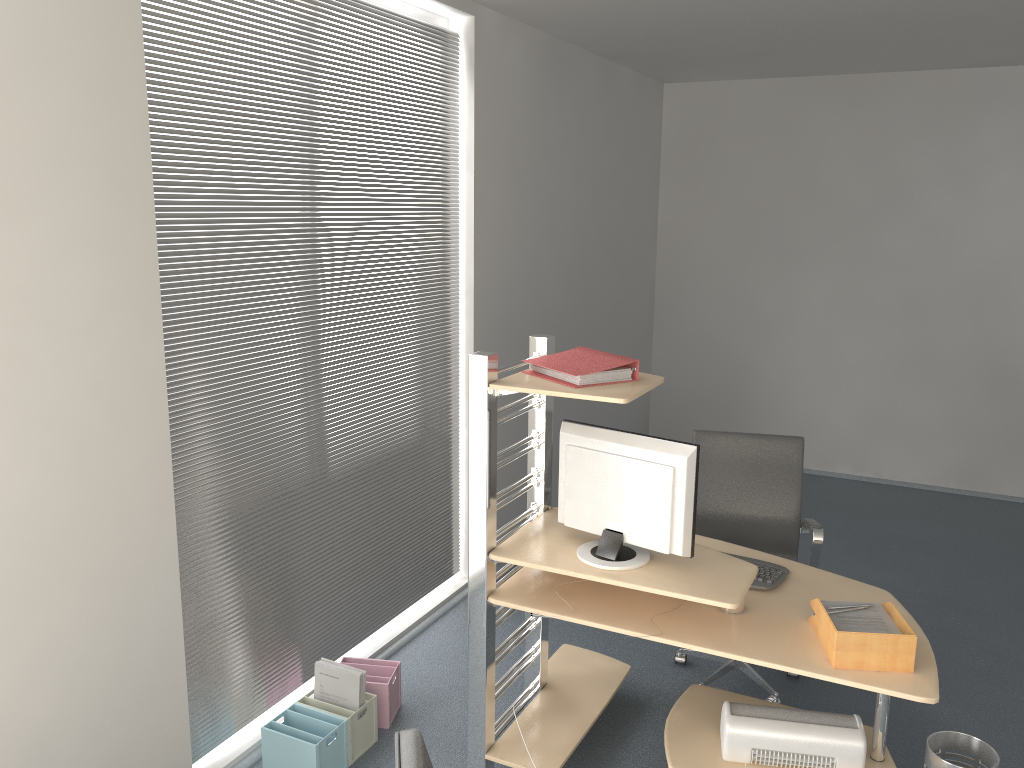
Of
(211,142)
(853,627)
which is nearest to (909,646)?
(853,627)

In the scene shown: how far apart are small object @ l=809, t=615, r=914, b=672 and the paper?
0.05m

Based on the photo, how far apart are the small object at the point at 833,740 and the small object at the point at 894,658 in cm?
31

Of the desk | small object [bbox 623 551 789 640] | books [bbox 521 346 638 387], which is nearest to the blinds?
the desk

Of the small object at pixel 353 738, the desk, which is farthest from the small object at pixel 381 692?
the desk

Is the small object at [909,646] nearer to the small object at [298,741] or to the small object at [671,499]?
the small object at [671,499]

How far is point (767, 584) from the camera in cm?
310

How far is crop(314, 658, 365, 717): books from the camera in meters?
3.3 m

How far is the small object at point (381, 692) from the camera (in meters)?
3.49

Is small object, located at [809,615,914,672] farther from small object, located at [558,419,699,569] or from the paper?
small object, located at [558,419,699,569]
